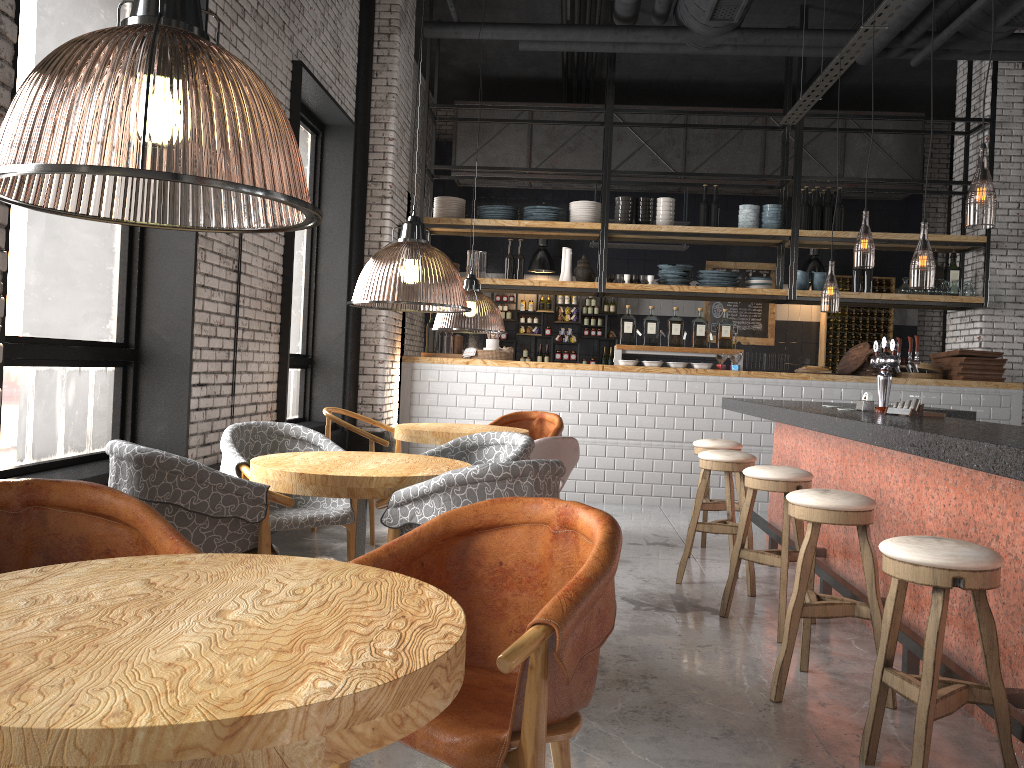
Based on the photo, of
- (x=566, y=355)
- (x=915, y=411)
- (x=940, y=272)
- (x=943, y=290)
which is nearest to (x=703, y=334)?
(x=943, y=290)

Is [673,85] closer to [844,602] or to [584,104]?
[584,104]

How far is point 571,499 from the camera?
8.5 meters

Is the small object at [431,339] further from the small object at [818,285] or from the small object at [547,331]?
the small object at [818,285]

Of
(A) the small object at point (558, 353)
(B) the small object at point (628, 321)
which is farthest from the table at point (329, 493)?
(A) the small object at point (558, 353)

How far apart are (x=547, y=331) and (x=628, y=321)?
3.4 meters

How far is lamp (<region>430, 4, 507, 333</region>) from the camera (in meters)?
6.09

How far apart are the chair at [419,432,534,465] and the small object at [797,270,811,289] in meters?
5.5 m

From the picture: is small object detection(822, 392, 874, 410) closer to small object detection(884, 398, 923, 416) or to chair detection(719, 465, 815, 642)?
small object detection(884, 398, 923, 416)

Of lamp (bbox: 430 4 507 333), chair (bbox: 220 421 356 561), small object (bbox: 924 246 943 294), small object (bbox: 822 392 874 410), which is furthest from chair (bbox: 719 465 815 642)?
small object (bbox: 924 246 943 294)
